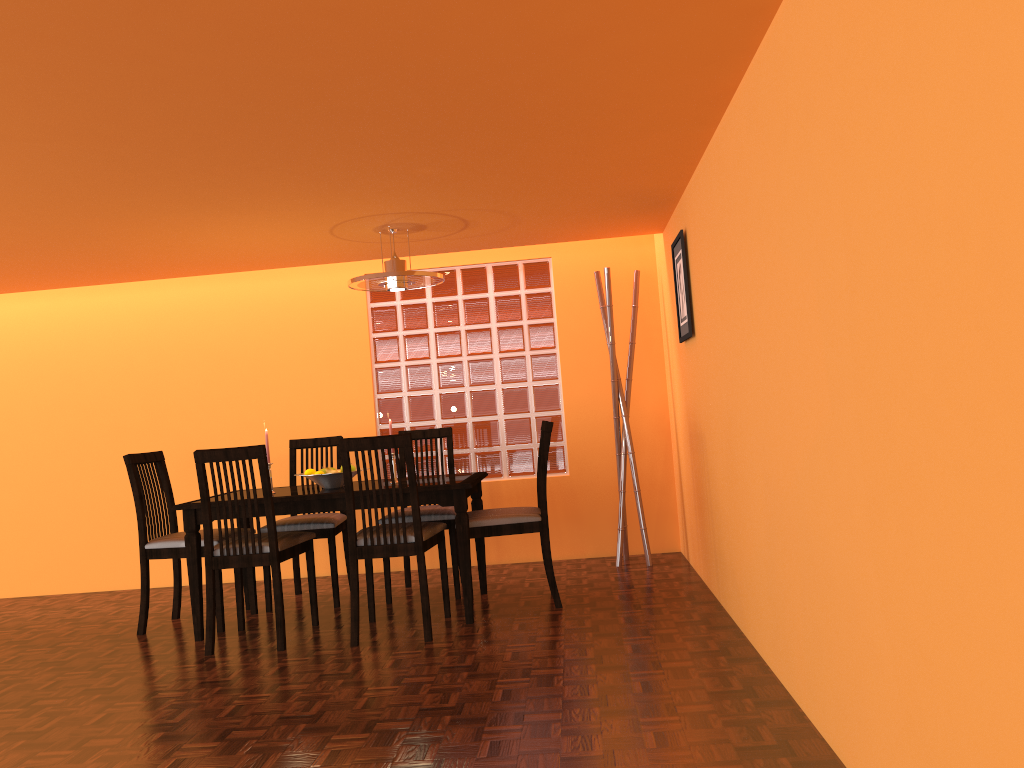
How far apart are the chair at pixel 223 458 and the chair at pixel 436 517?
0.4m

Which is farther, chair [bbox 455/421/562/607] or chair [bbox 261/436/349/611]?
chair [bbox 261/436/349/611]

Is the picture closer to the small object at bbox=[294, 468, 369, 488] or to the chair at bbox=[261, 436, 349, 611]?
the small object at bbox=[294, 468, 369, 488]

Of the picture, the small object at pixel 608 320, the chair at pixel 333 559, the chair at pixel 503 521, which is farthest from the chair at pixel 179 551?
the picture

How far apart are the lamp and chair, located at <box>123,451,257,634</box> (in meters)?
1.25

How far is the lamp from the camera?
3.8m

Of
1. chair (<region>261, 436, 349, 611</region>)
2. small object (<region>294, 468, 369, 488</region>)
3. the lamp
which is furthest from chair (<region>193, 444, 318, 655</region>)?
the lamp

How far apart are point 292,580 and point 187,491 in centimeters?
82cm

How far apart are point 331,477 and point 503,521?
0.79m

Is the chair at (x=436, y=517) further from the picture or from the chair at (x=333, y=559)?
the picture
